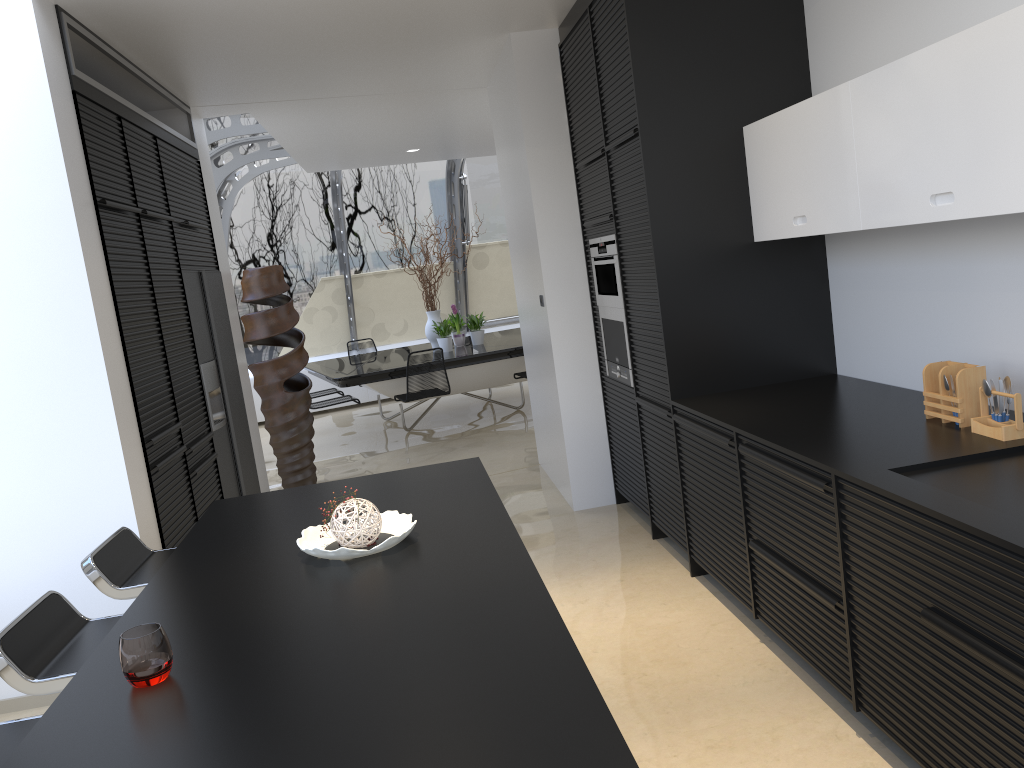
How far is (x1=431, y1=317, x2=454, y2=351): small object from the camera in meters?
9.4

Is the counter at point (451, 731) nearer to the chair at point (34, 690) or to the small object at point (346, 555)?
the small object at point (346, 555)

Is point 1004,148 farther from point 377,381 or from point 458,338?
point 458,338

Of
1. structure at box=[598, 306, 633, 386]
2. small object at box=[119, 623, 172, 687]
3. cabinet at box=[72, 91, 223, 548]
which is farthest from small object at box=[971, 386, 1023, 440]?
cabinet at box=[72, 91, 223, 548]

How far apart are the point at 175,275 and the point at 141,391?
1.10m

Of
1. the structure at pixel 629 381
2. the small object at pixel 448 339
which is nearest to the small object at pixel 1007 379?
the structure at pixel 629 381

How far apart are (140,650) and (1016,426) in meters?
2.4

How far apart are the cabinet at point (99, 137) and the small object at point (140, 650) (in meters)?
2.35

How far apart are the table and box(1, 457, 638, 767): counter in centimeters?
503cm

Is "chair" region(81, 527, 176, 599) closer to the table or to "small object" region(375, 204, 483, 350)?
the table
